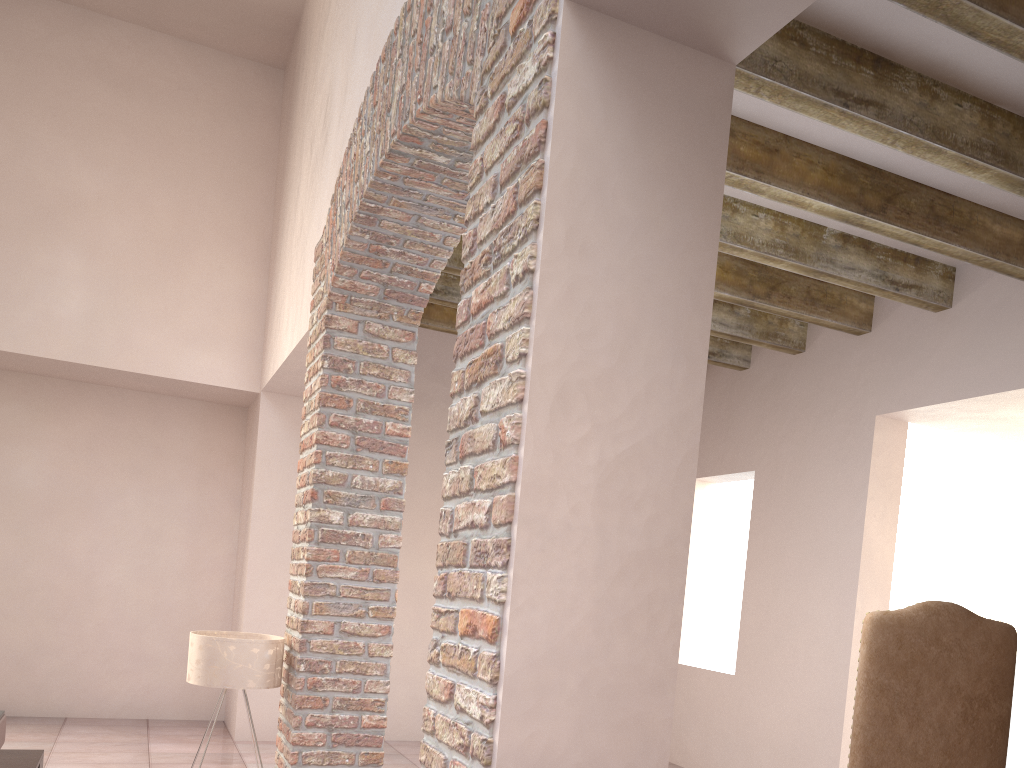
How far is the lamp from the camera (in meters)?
3.67

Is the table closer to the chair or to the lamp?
the lamp

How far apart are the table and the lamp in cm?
63

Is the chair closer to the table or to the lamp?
the lamp

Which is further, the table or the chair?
the table

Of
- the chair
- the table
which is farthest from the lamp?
the chair

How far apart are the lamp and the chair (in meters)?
2.41

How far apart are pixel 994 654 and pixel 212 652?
3.0 meters

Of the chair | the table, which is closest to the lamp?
the table

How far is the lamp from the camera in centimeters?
367cm
